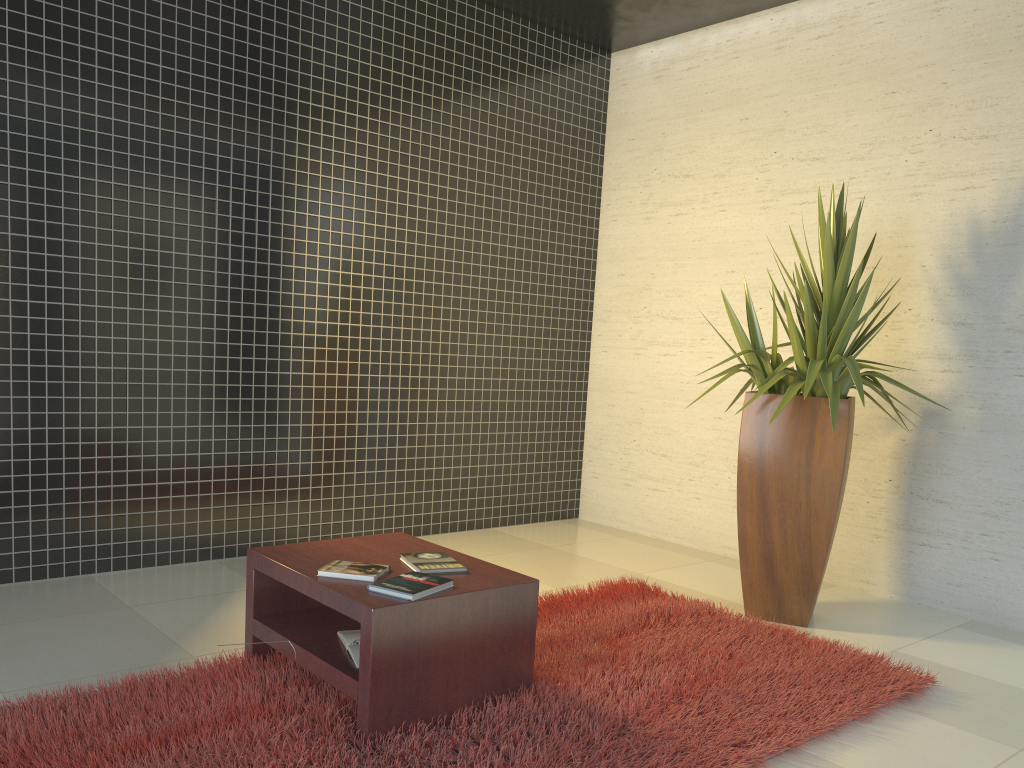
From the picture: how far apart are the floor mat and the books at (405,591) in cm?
35

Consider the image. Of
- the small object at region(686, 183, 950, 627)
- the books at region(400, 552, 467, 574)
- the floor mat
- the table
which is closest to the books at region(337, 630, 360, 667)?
A: the table

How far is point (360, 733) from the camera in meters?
2.6 m

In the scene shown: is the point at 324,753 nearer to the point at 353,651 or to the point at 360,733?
the point at 360,733

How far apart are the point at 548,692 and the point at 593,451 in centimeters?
362cm

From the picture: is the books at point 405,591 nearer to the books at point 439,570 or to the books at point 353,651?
the books at point 439,570

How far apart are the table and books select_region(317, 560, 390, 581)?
0.0m

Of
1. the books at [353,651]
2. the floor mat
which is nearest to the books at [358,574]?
the books at [353,651]

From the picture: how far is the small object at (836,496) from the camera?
4.0m

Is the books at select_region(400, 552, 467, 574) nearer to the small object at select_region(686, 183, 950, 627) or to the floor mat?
the floor mat
